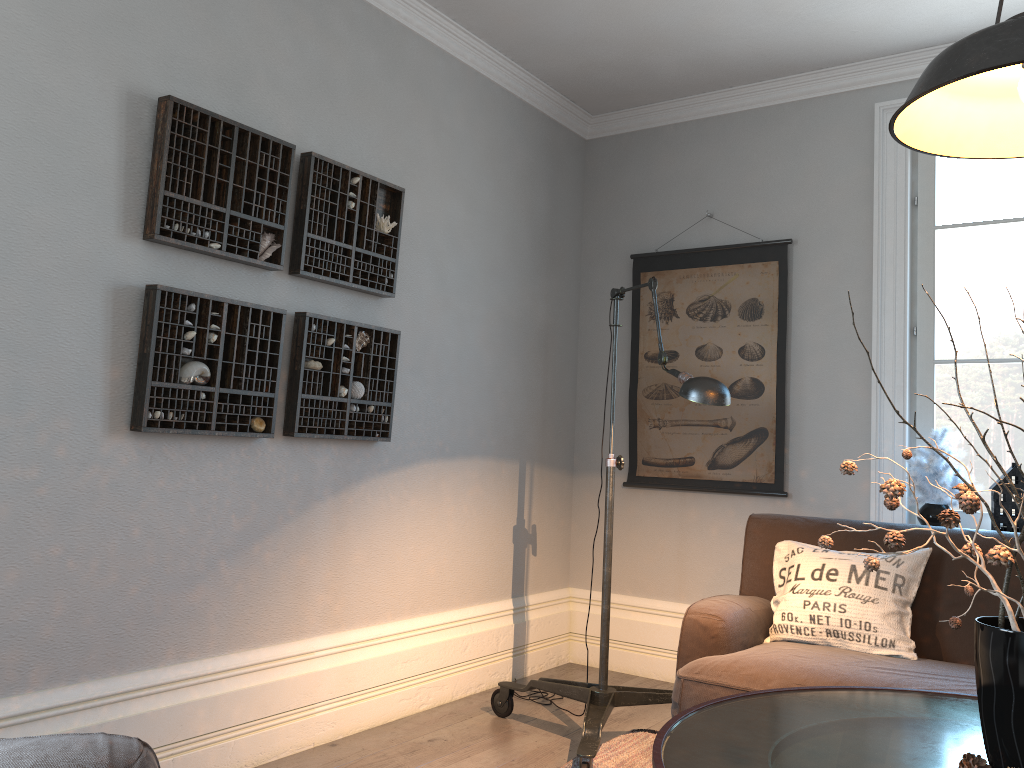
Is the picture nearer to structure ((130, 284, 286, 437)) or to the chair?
structure ((130, 284, 286, 437))

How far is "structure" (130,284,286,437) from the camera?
2.5 meters

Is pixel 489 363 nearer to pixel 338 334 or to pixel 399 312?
pixel 399 312

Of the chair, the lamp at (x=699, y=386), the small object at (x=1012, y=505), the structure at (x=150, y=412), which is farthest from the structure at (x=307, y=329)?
the small object at (x=1012, y=505)

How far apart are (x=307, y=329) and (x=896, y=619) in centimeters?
212cm

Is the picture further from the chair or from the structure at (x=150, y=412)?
the chair

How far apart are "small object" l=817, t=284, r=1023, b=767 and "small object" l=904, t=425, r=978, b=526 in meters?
1.9

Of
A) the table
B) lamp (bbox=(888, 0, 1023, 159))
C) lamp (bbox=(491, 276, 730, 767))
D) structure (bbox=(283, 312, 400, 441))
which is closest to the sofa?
lamp (bbox=(491, 276, 730, 767))

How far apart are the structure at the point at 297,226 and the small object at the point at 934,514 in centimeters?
211cm

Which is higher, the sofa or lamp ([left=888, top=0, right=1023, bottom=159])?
lamp ([left=888, top=0, right=1023, bottom=159])
